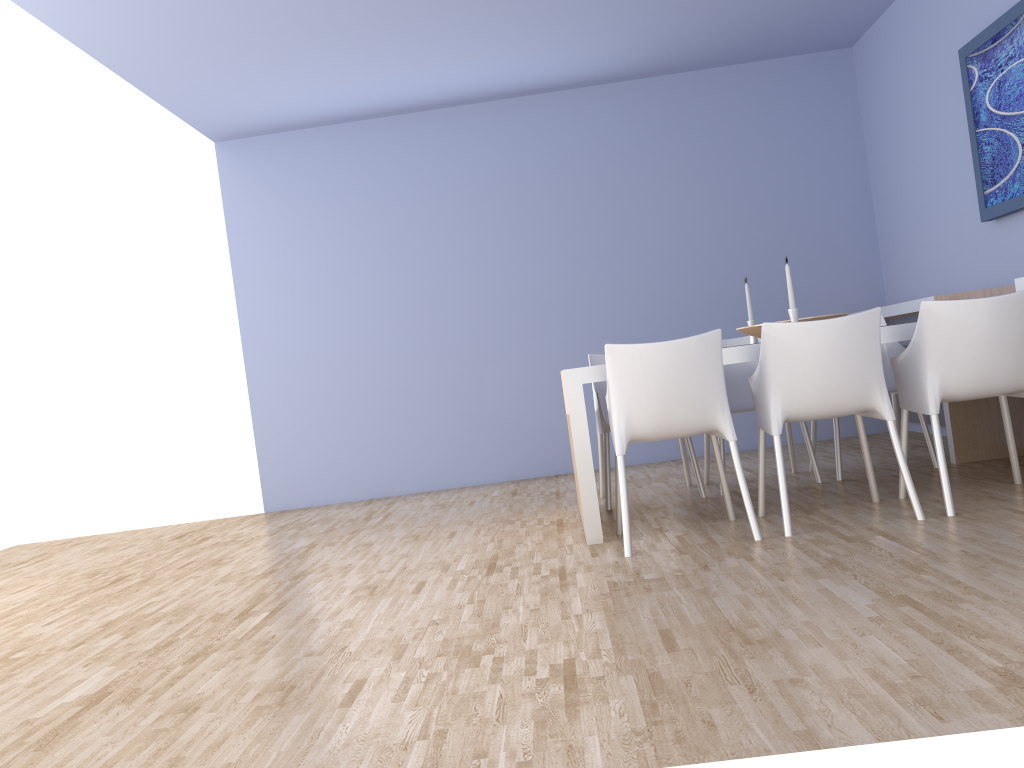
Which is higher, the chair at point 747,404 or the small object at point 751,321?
the small object at point 751,321

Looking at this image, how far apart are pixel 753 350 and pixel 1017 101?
1.91m

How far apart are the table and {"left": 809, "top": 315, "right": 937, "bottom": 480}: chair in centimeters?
95cm

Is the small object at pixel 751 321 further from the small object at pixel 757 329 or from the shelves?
the shelves

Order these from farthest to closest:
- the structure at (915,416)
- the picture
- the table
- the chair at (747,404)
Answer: the structure at (915,416)
the chair at (747,404)
the picture
the table

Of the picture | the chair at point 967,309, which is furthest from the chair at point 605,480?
the picture

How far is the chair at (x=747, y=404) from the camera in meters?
4.7

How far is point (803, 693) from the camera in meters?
1.8 m

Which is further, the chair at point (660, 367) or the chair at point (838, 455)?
the chair at point (838, 455)

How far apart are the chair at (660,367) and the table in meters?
0.2 m
